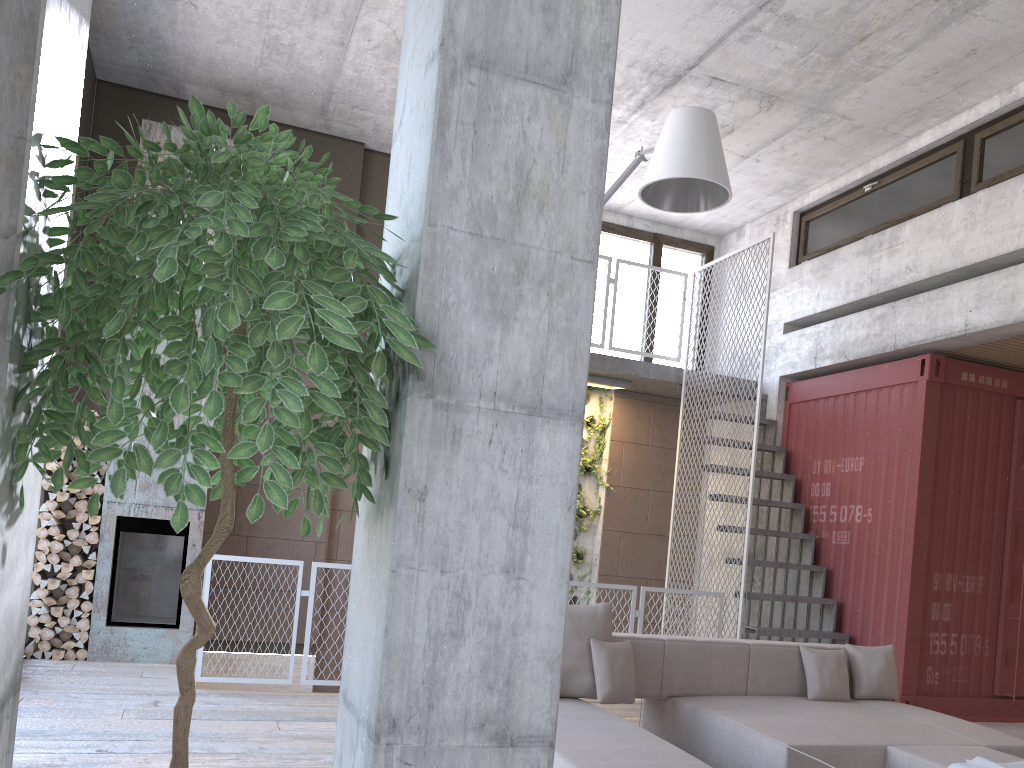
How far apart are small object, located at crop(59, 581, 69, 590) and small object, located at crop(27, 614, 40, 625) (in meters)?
0.30

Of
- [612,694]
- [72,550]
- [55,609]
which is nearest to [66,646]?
[55,609]

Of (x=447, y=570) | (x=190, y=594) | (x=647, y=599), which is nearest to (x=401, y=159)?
(x=447, y=570)

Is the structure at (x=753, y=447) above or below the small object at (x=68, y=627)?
above

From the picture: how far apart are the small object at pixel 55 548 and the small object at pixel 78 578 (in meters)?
0.27

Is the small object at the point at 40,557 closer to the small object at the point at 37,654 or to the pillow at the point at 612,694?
the small object at the point at 37,654

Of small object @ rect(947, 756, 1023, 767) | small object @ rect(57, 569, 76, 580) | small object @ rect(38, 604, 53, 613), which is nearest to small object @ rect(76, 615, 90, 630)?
small object @ rect(38, 604, 53, 613)

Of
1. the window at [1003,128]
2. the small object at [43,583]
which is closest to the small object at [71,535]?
the small object at [43,583]

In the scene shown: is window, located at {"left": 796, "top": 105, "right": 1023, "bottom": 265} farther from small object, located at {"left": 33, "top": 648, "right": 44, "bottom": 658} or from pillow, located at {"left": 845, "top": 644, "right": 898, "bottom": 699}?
small object, located at {"left": 33, "top": 648, "right": 44, "bottom": 658}

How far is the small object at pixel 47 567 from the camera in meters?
7.0 m
